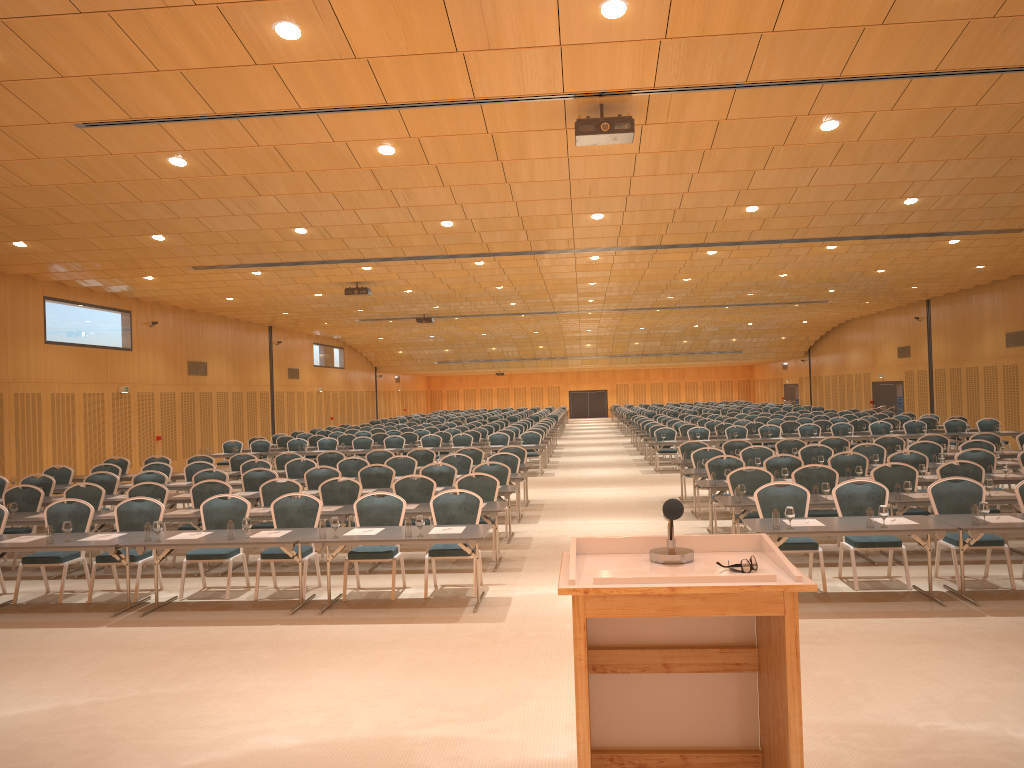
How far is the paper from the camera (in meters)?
8.82

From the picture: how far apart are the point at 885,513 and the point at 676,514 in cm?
644

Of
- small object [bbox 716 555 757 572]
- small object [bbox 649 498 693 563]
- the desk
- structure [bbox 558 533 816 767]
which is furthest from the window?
small object [bbox 716 555 757 572]

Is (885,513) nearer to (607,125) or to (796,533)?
(796,533)

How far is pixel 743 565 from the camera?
2.8m

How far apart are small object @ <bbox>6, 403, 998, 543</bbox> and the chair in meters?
0.7

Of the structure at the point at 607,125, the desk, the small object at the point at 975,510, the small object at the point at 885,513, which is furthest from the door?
the small object at the point at 975,510

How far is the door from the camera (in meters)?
36.54

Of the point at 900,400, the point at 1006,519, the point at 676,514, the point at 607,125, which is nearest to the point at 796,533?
the point at 1006,519

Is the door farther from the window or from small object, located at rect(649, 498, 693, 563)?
small object, located at rect(649, 498, 693, 563)
